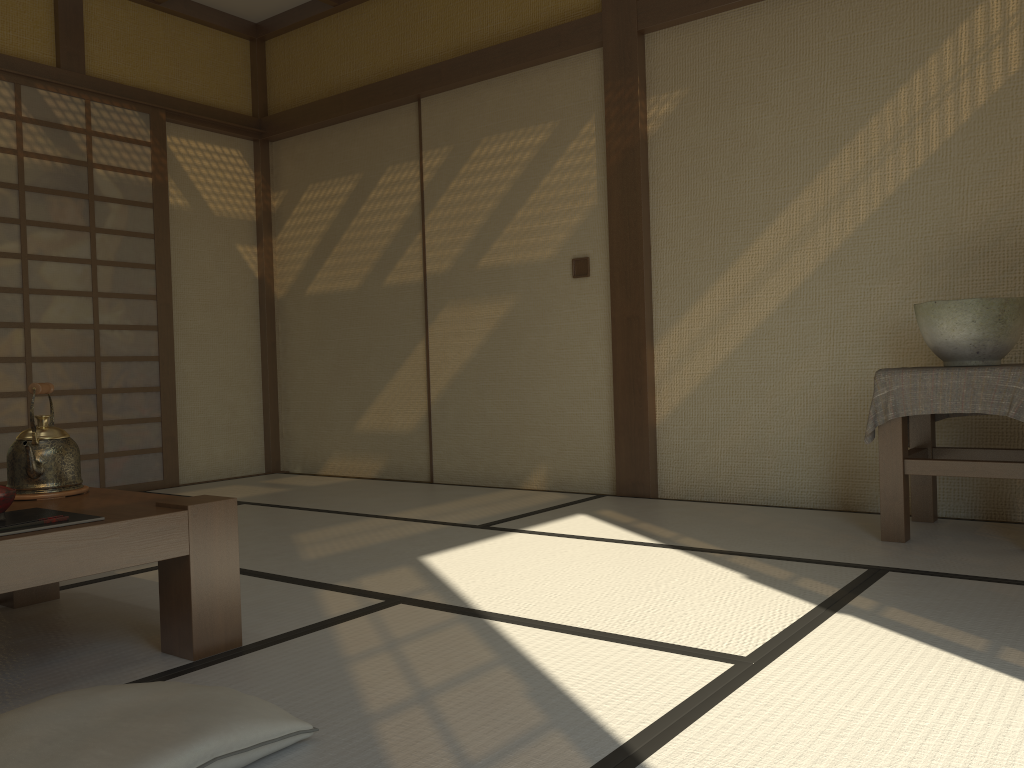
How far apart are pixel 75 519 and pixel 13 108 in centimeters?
368cm

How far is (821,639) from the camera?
2.0 meters

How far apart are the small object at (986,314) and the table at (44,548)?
→ 2.35m

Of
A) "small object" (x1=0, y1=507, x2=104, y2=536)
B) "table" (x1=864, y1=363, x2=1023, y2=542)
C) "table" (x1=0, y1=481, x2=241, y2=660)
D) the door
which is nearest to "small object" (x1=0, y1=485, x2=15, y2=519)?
"small object" (x1=0, y1=507, x2=104, y2=536)

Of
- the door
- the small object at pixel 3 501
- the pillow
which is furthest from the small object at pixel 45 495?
the door

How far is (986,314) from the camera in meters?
2.9 m

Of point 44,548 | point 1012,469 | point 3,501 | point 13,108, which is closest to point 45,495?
point 3,501

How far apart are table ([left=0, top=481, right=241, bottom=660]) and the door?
2.3m

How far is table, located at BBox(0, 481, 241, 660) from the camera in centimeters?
172cm

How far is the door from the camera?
4.6 meters
